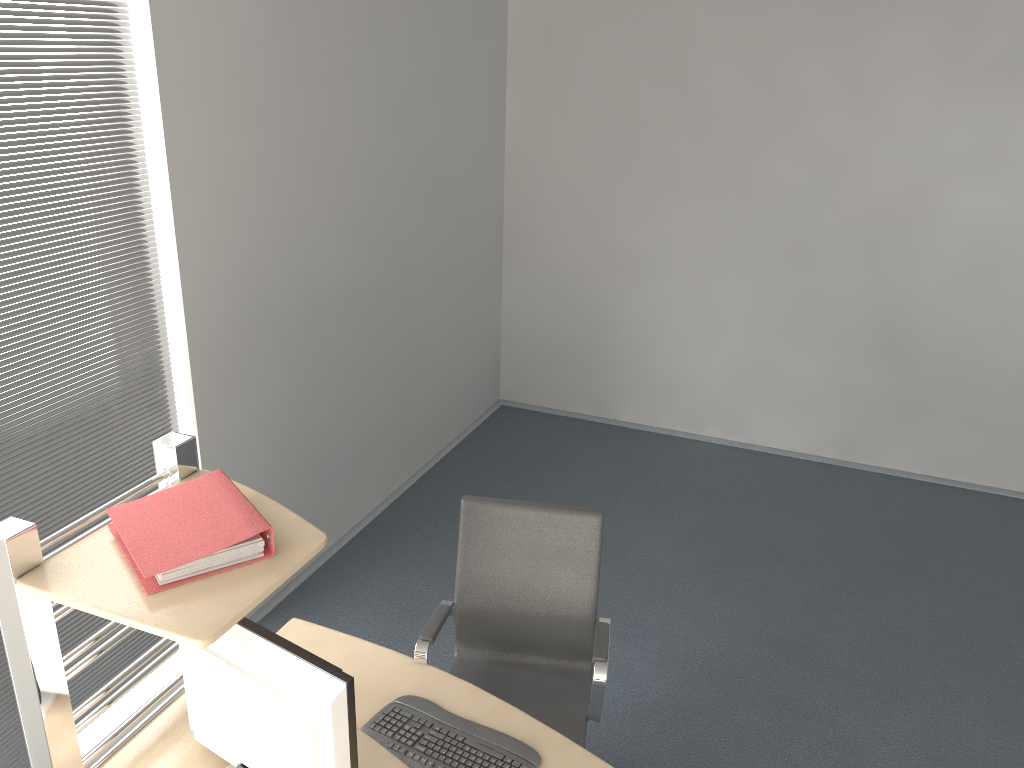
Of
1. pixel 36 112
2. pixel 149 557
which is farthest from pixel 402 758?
pixel 36 112

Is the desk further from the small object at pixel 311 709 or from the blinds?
the blinds

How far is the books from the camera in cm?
177

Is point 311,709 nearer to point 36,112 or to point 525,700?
point 525,700

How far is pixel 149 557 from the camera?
1.8 meters

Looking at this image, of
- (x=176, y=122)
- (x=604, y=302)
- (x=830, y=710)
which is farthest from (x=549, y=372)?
(x=176, y=122)

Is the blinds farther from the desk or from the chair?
the chair

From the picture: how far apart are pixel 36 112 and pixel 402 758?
2.2 meters

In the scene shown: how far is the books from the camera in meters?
1.8 m

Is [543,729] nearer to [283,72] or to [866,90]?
[283,72]
